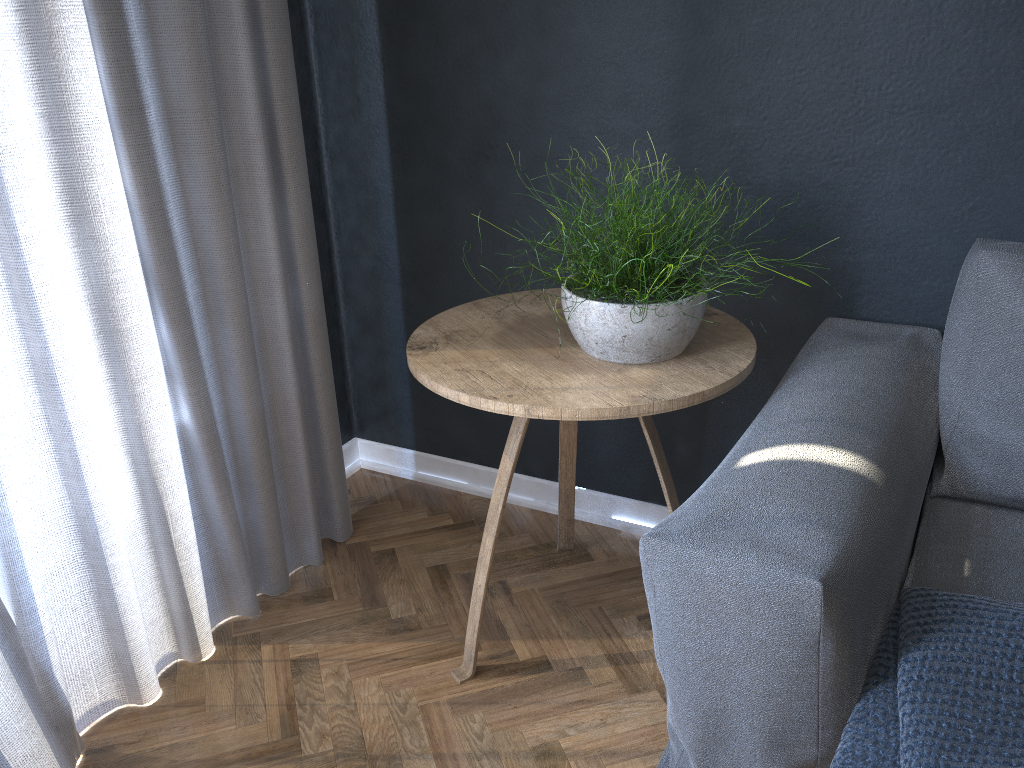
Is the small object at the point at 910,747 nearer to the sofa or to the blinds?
the sofa

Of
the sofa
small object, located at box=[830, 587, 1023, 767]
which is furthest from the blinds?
small object, located at box=[830, 587, 1023, 767]

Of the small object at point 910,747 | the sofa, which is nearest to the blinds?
the sofa

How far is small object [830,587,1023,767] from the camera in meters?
0.9 m

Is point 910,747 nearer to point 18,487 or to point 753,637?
point 753,637

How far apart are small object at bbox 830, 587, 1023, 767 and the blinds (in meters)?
1.14

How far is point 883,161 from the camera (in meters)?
1.55

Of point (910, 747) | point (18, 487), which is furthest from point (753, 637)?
point (18, 487)

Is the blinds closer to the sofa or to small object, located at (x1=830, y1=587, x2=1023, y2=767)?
the sofa

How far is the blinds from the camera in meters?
1.3
